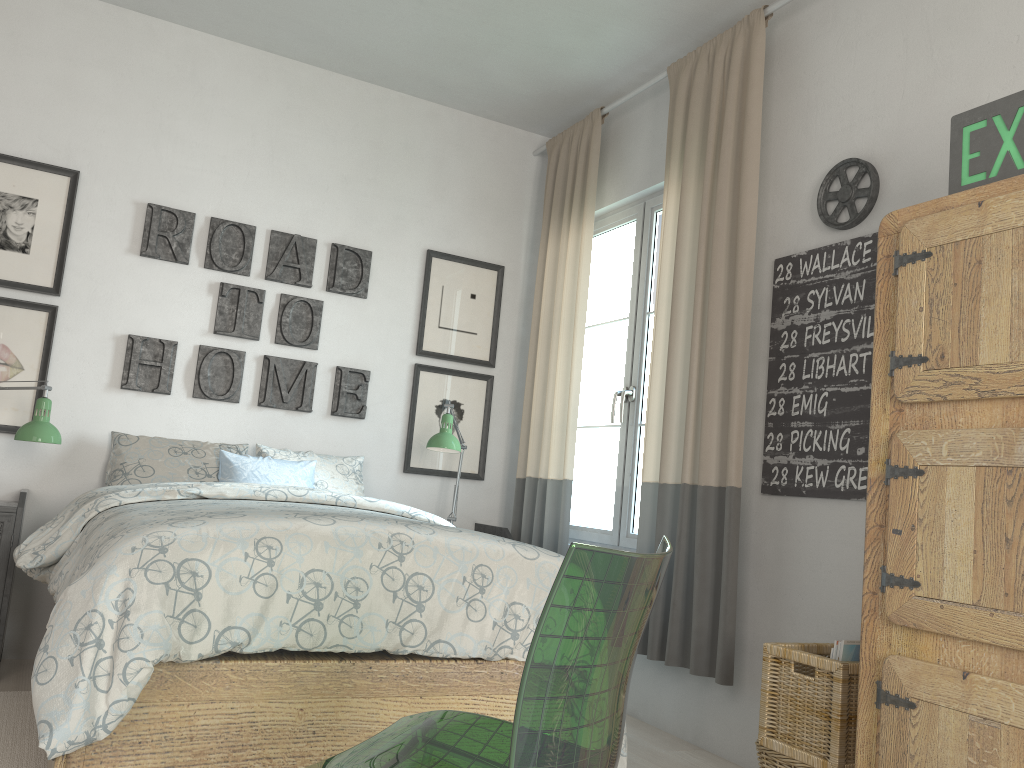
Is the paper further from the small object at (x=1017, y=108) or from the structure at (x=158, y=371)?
the structure at (x=158, y=371)

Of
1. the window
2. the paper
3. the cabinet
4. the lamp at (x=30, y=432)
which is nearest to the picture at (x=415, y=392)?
the window

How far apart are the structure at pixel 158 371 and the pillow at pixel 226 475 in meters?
0.3

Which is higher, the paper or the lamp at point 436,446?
the lamp at point 436,446

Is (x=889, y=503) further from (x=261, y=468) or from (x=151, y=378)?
(x=151, y=378)

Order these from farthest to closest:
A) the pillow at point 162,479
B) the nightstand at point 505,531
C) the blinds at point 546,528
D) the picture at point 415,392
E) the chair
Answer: the picture at point 415,392 < the nightstand at point 505,531 < the blinds at point 546,528 < the pillow at point 162,479 < the chair

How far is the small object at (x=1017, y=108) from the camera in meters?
2.0

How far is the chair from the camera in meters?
0.9

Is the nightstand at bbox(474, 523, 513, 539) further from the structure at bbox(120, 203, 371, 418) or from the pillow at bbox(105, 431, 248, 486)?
the pillow at bbox(105, 431, 248, 486)

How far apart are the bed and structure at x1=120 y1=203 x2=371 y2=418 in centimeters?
78cm
